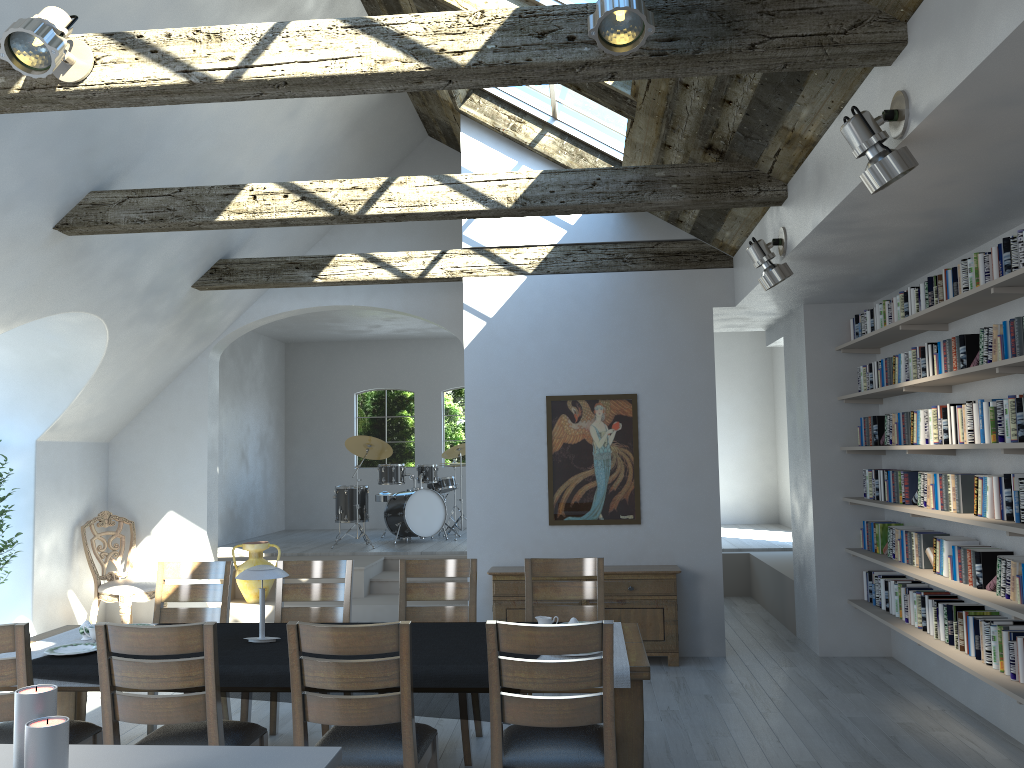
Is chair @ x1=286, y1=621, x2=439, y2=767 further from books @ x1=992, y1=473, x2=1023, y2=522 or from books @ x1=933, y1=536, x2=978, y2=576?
books @ x1=933, y1=536, x2=978, y2=576

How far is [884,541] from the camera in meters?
6.5 m

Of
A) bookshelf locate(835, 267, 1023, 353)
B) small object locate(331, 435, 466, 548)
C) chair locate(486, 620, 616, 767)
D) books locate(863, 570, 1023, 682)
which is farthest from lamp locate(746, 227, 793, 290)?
small object locate(331, 435, 466, 548)

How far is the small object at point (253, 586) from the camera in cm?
893

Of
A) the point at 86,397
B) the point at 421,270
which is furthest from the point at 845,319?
the point at 86,397

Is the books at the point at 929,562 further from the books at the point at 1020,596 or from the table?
the table

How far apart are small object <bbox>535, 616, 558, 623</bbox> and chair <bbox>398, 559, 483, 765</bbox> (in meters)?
0.86

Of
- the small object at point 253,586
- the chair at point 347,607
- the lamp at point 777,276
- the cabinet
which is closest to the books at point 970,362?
the lamp at point 777,276

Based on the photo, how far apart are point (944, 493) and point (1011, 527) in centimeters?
110cm

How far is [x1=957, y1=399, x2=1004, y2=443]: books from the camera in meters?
4.6 m
